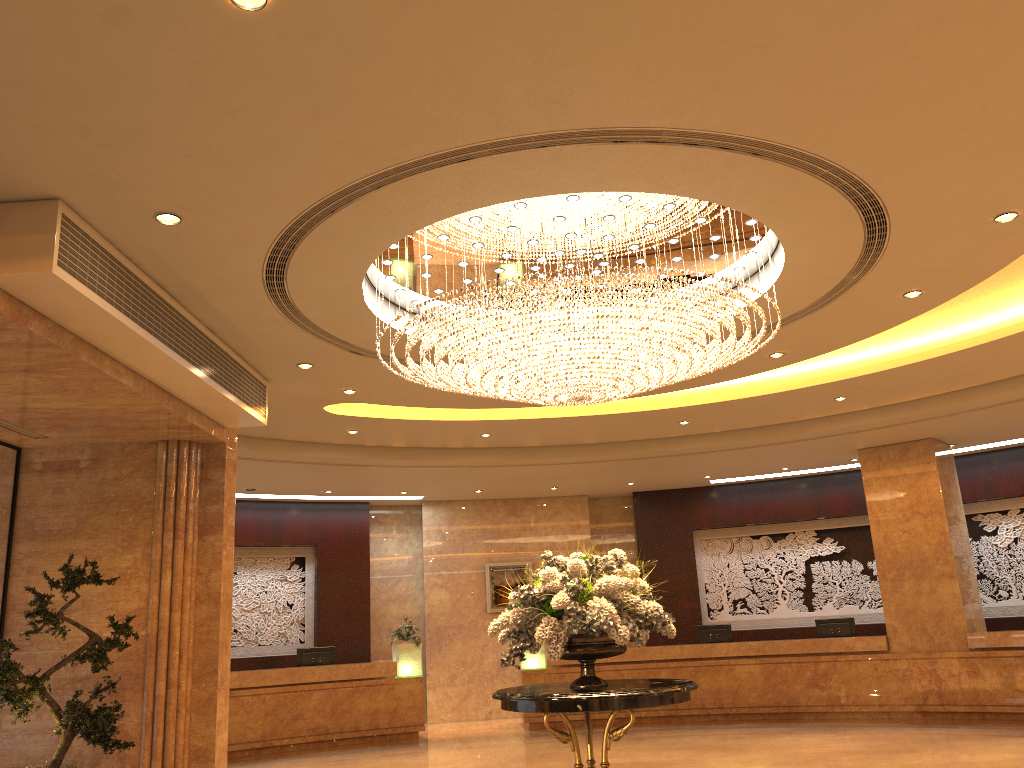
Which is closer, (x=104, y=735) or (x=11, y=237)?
(x=11, y=237)

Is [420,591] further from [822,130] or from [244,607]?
[822,130]

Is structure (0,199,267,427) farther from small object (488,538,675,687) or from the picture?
the picture

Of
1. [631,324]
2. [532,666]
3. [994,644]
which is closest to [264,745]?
[532,666]

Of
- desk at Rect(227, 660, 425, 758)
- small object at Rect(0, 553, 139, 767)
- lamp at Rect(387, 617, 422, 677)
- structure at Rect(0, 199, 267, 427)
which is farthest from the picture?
small object at Rect(0, 553, 139, 767)

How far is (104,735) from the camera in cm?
722

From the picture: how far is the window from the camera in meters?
8.6

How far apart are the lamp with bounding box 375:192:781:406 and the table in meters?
2.2 m

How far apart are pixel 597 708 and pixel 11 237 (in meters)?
4.68

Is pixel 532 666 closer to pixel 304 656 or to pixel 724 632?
pixel 724 632
